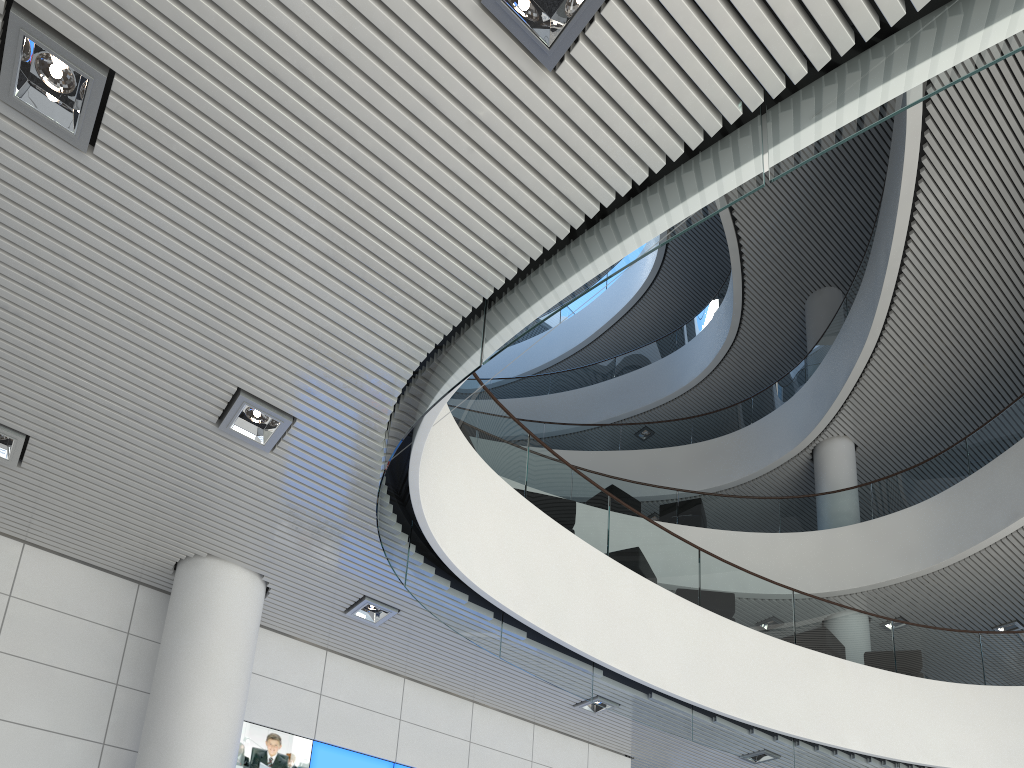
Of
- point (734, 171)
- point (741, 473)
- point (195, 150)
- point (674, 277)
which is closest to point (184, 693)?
point (195, 150)

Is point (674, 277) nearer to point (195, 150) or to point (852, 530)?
point (852, 530)

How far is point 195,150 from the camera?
2.5m
